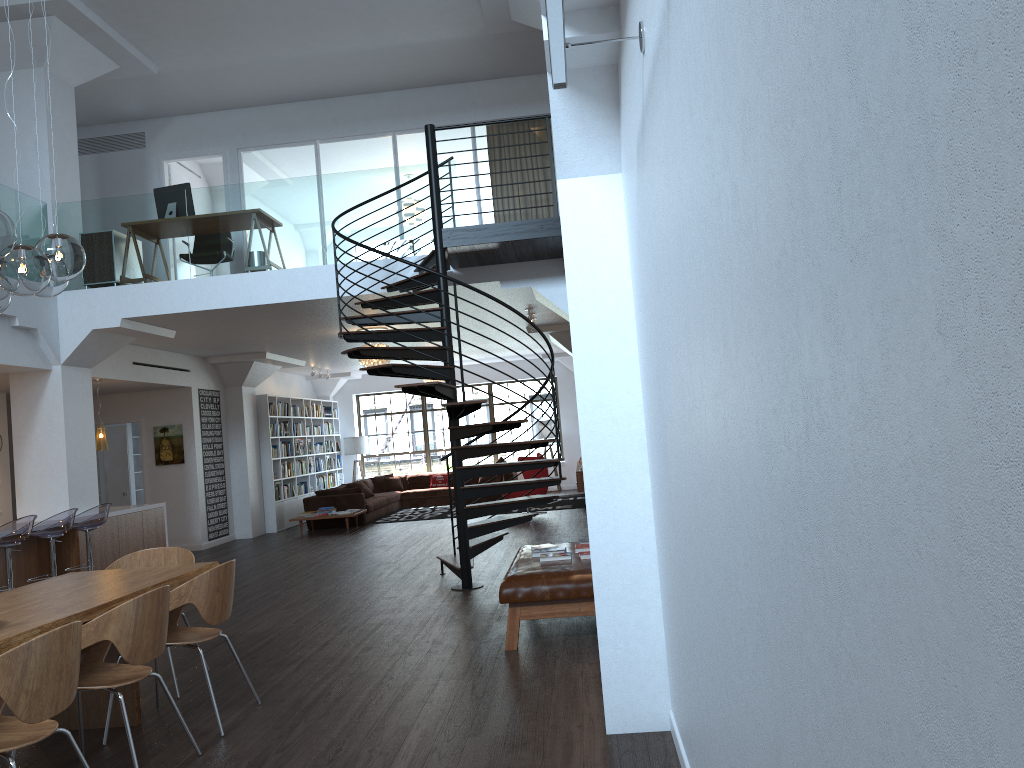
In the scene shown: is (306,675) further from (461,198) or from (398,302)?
(461,198)

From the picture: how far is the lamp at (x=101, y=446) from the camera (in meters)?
11.09

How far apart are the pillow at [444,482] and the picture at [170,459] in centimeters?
639cm

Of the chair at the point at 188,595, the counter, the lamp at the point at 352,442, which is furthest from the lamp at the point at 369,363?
the lamp at the point at 352,442

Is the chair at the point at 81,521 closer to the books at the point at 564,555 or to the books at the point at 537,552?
the books at the point at 537,552

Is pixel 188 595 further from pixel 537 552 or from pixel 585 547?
pixel 585 547

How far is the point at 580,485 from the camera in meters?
15.0 m

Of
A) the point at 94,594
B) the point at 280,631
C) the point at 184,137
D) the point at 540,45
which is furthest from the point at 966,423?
the point at 184,137

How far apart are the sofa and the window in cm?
113

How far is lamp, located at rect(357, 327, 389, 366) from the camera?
12.3m
